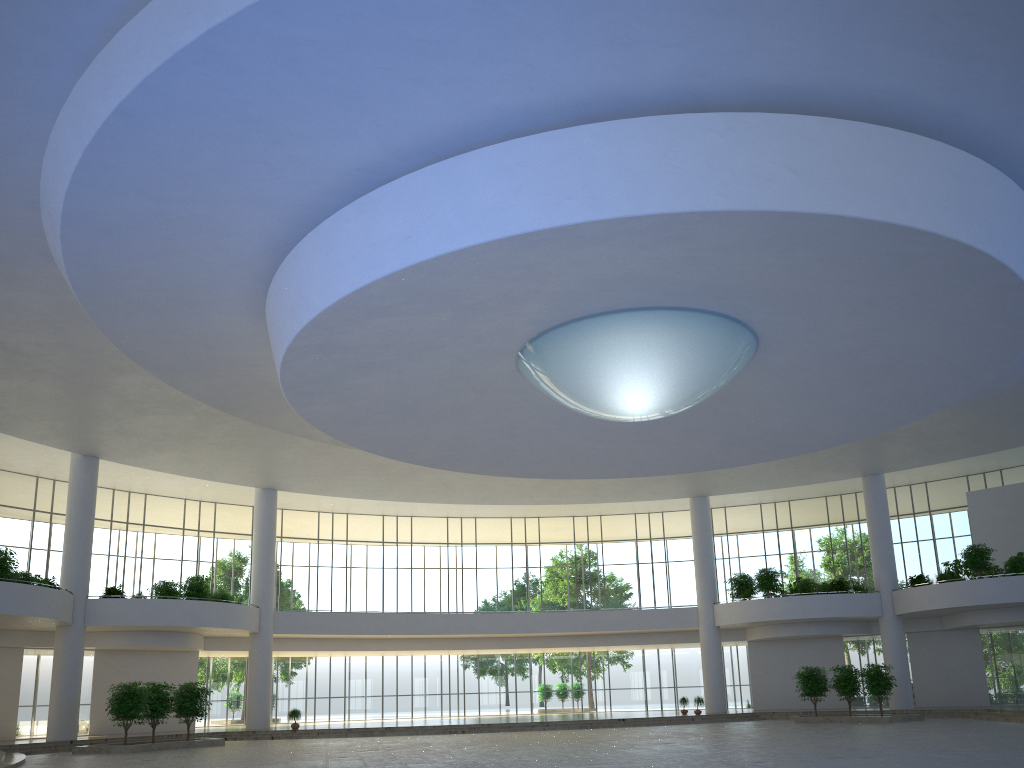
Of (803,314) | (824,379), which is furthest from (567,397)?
(824,379)
